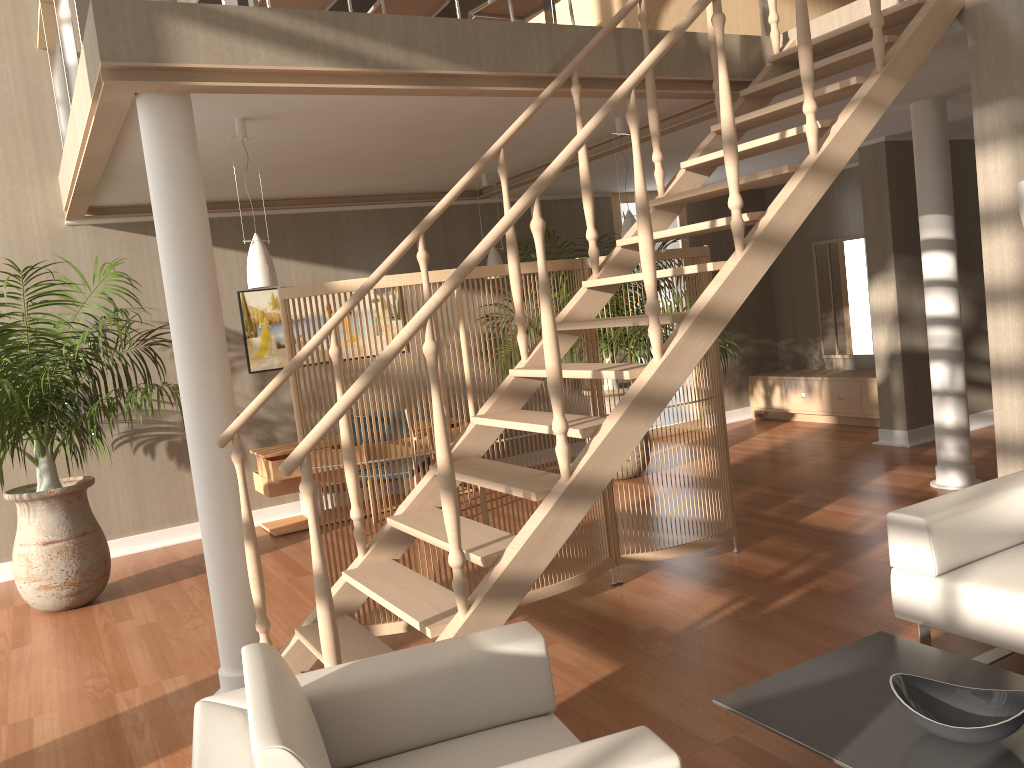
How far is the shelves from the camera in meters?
6.2 m

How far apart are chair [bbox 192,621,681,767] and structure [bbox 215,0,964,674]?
0.2m

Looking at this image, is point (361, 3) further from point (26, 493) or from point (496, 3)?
point (26, 493)

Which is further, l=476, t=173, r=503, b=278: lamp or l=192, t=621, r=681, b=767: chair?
l=476, t=173, r=503, b=278: lamp

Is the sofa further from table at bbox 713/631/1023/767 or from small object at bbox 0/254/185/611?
small object at bbox 0/254/185/611

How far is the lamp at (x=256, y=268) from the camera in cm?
419

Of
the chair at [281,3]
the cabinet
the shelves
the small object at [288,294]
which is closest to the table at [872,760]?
the small object at [288,294]

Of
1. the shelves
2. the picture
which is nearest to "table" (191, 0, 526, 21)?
the picture

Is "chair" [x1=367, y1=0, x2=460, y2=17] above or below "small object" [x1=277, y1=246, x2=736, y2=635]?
above

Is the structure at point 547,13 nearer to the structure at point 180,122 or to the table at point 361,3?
the structure at point 180,122
